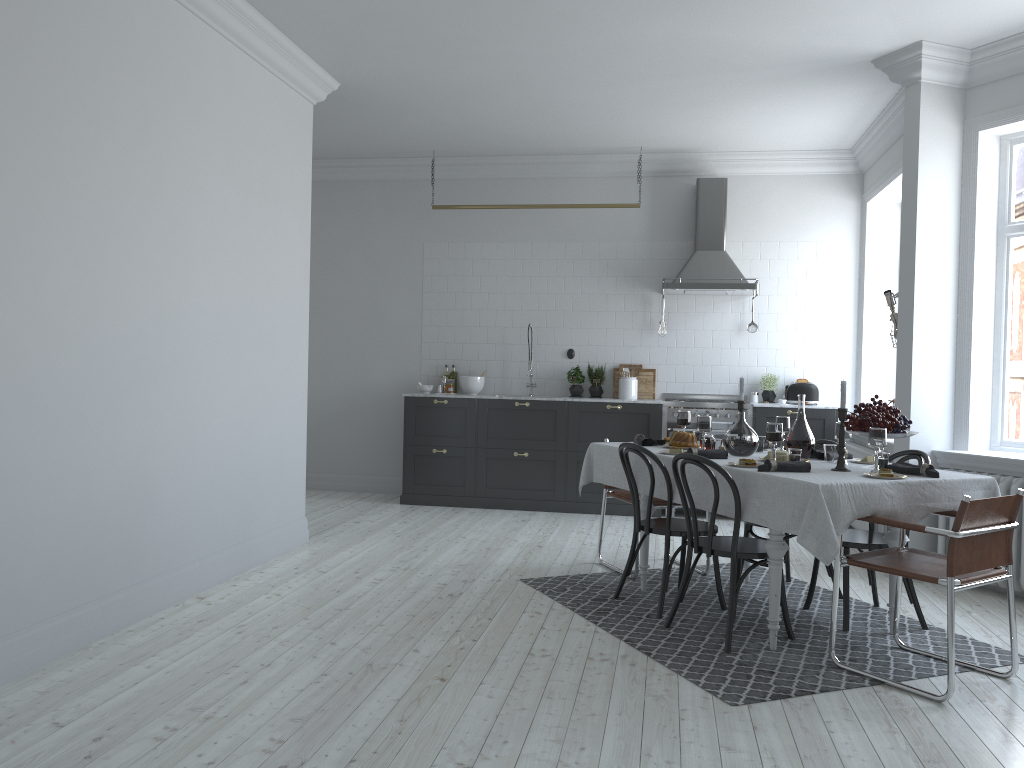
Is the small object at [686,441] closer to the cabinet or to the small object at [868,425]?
the small object at [868,425]

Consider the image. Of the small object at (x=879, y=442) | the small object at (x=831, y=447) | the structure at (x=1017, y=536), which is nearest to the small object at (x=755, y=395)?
the structure at (x=1017, y=536)

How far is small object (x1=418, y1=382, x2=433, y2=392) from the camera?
8.6m

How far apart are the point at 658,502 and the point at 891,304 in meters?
2.1

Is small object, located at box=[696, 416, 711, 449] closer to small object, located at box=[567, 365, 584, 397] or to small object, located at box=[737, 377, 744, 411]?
small object, located at box=[737, 377, 744, 411]

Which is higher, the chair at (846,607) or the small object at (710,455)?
the small object at (710,455)

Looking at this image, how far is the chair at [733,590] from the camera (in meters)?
4.16

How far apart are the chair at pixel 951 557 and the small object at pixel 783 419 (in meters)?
1.01

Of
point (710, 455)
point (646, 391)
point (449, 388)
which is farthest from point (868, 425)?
Answer: point (449, 388)

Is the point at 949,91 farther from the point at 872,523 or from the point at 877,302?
the point at 872,523
